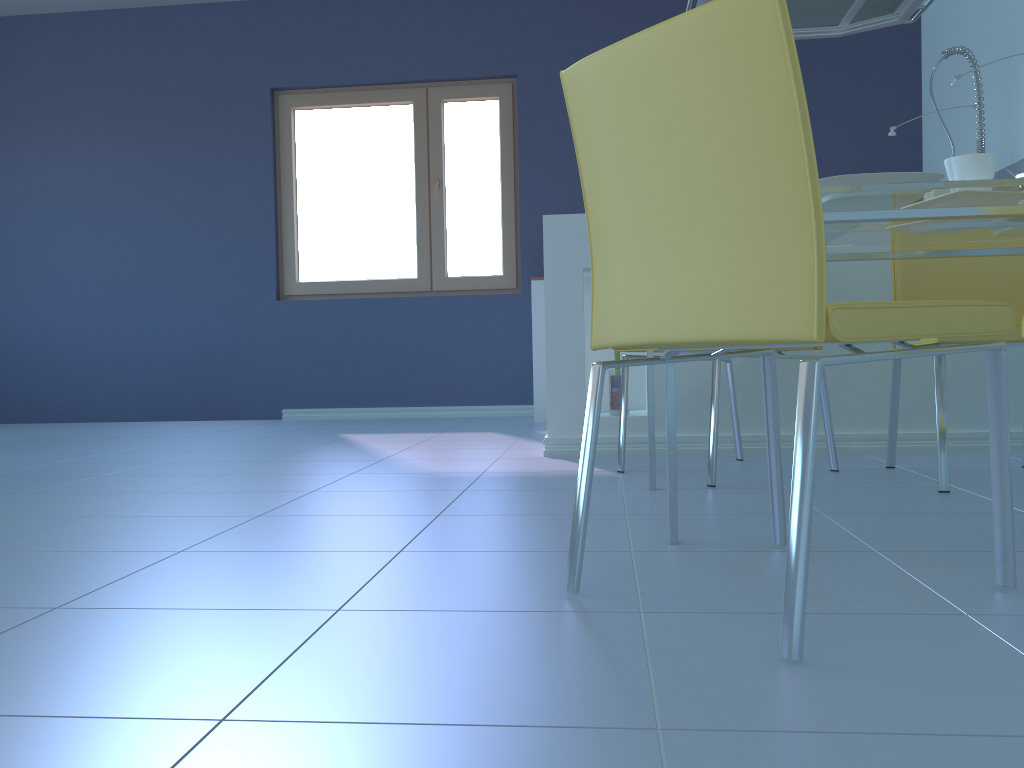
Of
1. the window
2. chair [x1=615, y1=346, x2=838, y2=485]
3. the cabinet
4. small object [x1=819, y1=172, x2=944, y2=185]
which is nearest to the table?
small object [x1=819, y1=172, x2=944, y2=185]

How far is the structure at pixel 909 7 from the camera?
3.2m

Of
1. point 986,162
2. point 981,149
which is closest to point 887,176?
point 986,162

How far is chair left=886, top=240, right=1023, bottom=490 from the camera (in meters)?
2.00

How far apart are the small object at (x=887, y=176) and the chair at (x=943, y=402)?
0.6 meters

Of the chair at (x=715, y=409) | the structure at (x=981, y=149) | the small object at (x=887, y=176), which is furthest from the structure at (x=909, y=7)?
the small object at (x=887, y=176)

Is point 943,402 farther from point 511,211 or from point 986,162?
point 511,211

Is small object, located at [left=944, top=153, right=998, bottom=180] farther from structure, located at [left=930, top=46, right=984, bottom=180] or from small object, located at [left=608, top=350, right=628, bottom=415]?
structure, located at [left=930, top=46, right=984, bottom=180]

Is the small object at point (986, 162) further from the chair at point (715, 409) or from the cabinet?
the cabinet

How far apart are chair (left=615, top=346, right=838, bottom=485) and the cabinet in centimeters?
20cm
